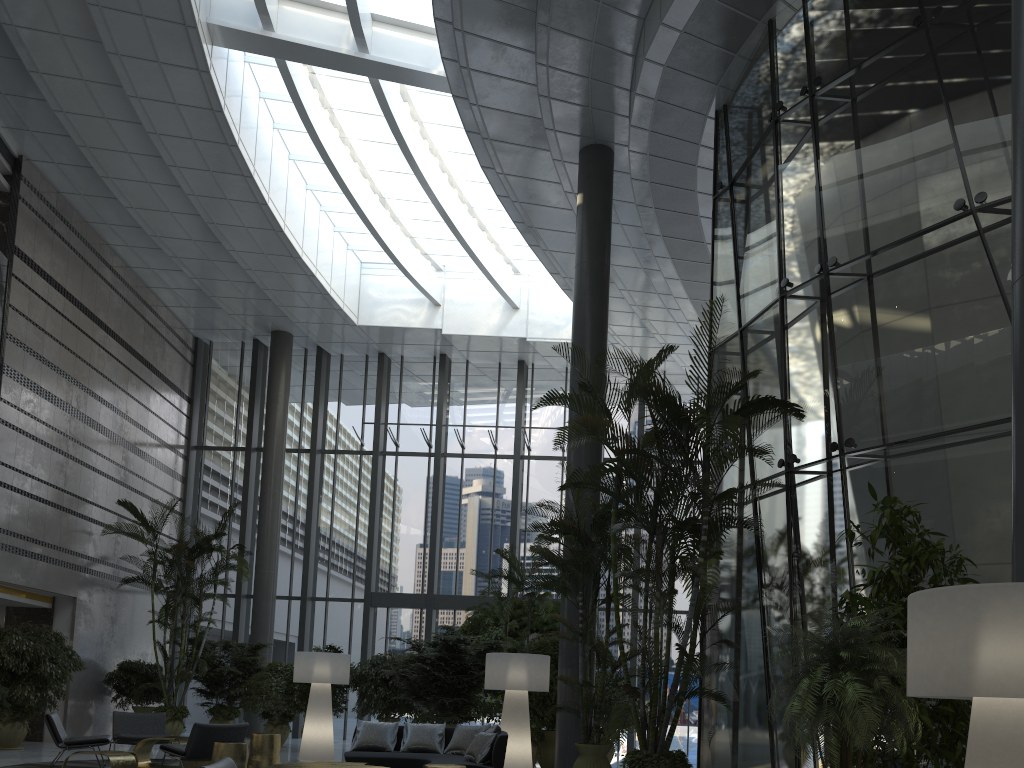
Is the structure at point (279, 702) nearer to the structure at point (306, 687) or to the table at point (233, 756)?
the structure at point (306, 687)

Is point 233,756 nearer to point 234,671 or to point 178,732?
point 178,732

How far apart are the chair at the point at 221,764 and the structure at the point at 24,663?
9.3 meters

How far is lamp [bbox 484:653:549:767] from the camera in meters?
9.7 m

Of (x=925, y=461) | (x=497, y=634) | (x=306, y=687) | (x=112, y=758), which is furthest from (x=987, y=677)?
(x=306, y=687)

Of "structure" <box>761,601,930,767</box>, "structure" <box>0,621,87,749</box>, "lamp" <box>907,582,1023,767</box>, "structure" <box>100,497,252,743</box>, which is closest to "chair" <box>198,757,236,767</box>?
"structure" <box>761,601,930,767</box>

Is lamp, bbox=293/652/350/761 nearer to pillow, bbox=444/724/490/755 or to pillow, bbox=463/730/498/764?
pillow, bbox=444/724/490/755

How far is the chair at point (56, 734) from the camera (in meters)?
9.26

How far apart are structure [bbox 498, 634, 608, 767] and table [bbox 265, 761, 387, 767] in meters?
4.5

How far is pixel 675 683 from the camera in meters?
6.8 m
